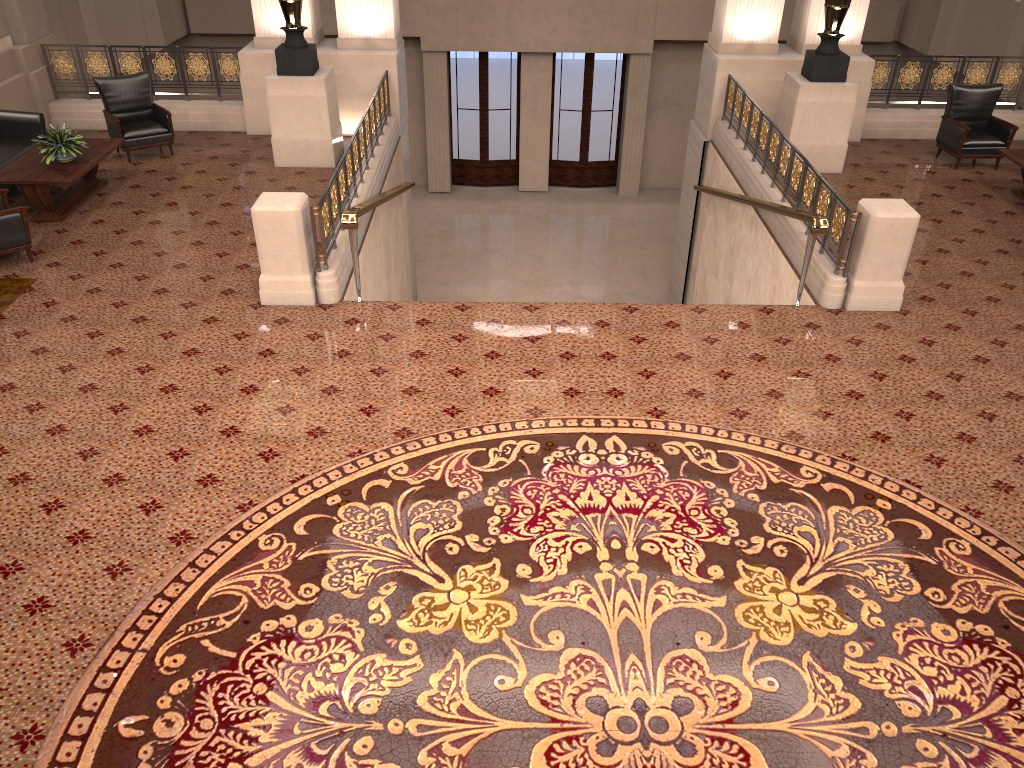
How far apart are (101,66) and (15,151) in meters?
2.7

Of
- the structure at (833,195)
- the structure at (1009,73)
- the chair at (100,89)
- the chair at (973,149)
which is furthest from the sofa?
the chair at (973,149)

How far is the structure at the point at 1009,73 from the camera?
11.7 meters

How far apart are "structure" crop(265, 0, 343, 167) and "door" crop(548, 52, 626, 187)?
8.65m

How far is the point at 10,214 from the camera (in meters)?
7.79

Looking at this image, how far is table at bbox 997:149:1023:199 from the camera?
9.57m

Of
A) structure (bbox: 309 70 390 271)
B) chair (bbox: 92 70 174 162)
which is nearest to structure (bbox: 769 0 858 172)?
structure (bbox: 309 70 390 271)

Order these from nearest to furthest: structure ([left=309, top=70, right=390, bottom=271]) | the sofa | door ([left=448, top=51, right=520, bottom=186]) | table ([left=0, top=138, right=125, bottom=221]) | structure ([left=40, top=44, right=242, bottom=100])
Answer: structure ([left=309, top=70, right=390, bottom=271])
table ([left=0, top=138, right=125, bottom=221])
the sofa
structure ([left=40, top=44, right=242, bottom=100])
door ([left=448, top=51, right=520, bottom=186])

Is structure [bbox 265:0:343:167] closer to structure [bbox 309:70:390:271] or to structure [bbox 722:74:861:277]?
structure [bbox 309:70:390:271]

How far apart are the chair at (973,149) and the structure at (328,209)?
6.9 meters
